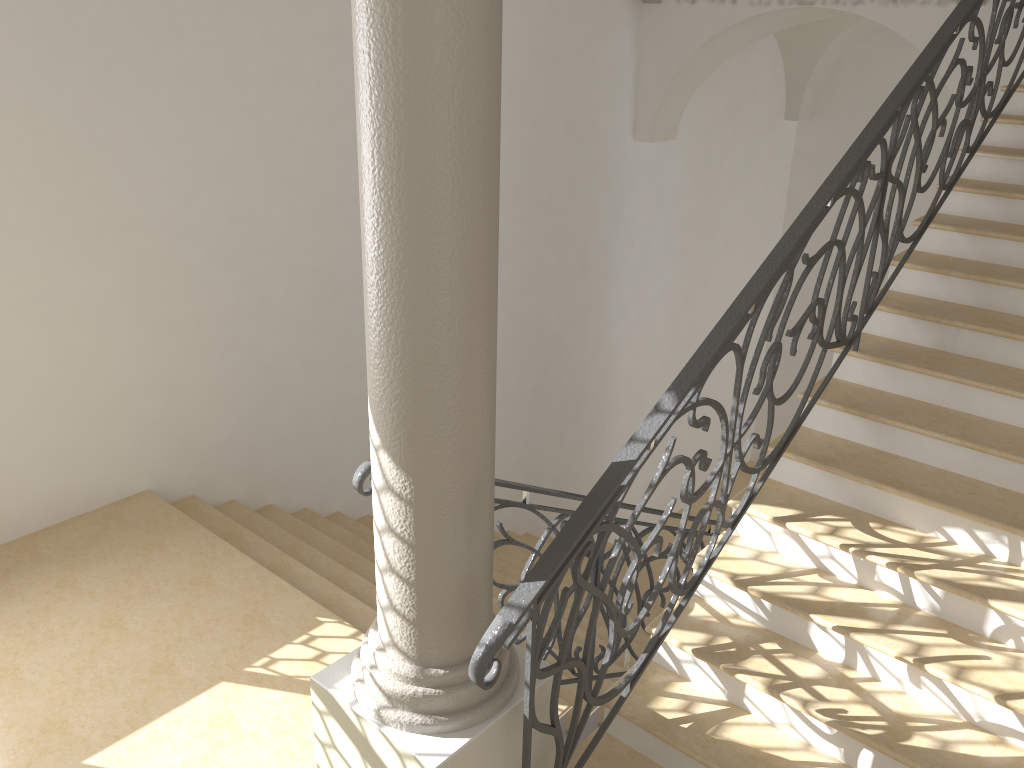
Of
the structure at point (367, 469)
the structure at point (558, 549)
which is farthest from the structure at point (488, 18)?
the structure at point (367, 469)

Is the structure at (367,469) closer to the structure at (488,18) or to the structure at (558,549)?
the structure at (488,18)

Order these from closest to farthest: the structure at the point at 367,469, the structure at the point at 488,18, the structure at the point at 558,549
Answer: the structure at the point at 488,18
the structure at the point at 558,549
the structure at the point at 367,469

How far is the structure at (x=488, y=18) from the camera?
2.1 meters

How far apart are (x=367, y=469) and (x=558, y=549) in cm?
76

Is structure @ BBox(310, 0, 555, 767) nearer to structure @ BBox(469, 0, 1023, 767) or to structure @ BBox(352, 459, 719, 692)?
structure @ BBox(469, 0, 1023, 767)

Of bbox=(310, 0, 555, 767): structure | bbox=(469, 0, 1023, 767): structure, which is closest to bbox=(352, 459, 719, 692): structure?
bbox=(310, 0, 555, 767): structure

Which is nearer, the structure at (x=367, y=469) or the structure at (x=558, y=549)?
the structure at (x=558, y=549)

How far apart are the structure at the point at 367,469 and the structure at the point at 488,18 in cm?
34

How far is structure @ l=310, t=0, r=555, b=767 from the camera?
2.14m
